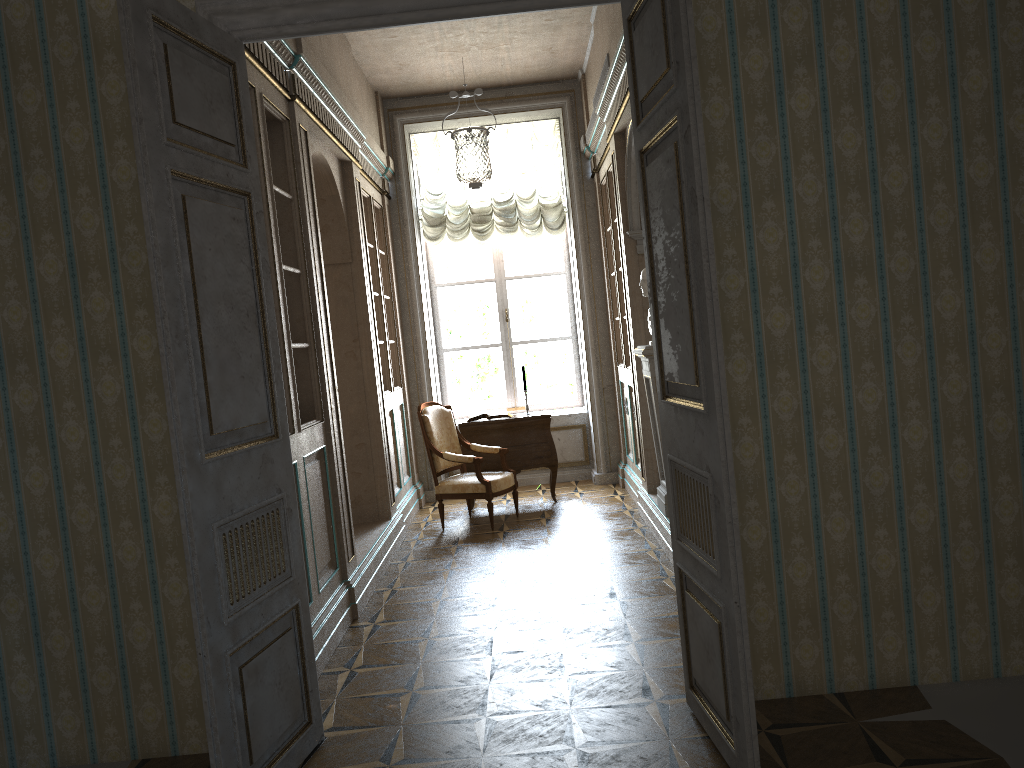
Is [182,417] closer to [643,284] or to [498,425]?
[643,284]

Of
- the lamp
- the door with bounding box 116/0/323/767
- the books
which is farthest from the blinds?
the door with bounding box 116/0/323/767

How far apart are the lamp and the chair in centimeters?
181cm

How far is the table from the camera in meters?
7.6 m

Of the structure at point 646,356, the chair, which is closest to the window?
the chair

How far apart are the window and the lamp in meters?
0.7 m

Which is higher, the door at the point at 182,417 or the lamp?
the lamp

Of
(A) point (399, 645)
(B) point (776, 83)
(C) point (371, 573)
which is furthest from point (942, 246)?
(C) point (371, 573)

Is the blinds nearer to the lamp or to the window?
the lamp

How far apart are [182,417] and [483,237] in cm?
614
